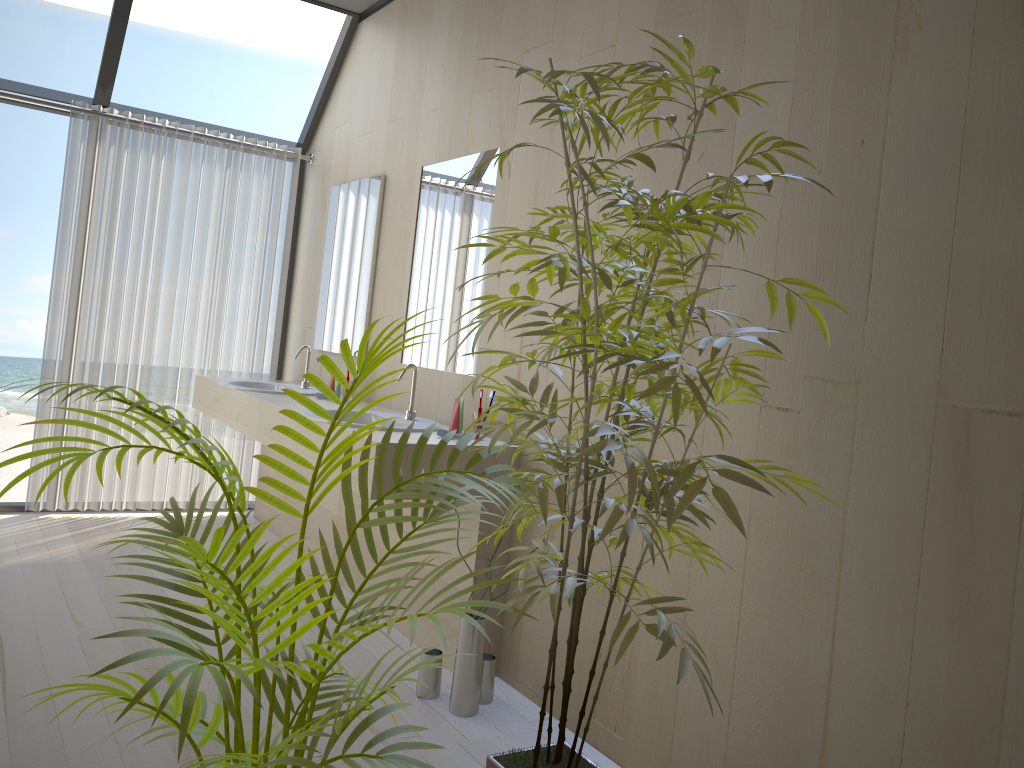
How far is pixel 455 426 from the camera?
3.1m

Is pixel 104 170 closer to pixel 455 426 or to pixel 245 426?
pixel 245 426

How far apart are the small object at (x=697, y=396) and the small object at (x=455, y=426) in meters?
1.0 m

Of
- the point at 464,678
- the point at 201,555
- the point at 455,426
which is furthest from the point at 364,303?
the point at 201,555

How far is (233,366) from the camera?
5.0m

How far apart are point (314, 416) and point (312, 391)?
1.2 meters

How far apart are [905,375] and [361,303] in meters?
2.9 m

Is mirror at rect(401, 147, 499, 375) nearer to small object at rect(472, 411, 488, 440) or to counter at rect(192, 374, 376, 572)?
small object at rect(472, 411, 488, 440)

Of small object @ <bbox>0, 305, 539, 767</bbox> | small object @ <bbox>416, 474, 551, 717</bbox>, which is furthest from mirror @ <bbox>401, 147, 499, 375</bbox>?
small object @ <bbox>0, 305, 539, 767</bbox>

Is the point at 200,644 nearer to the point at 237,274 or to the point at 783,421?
the point at 783,421
